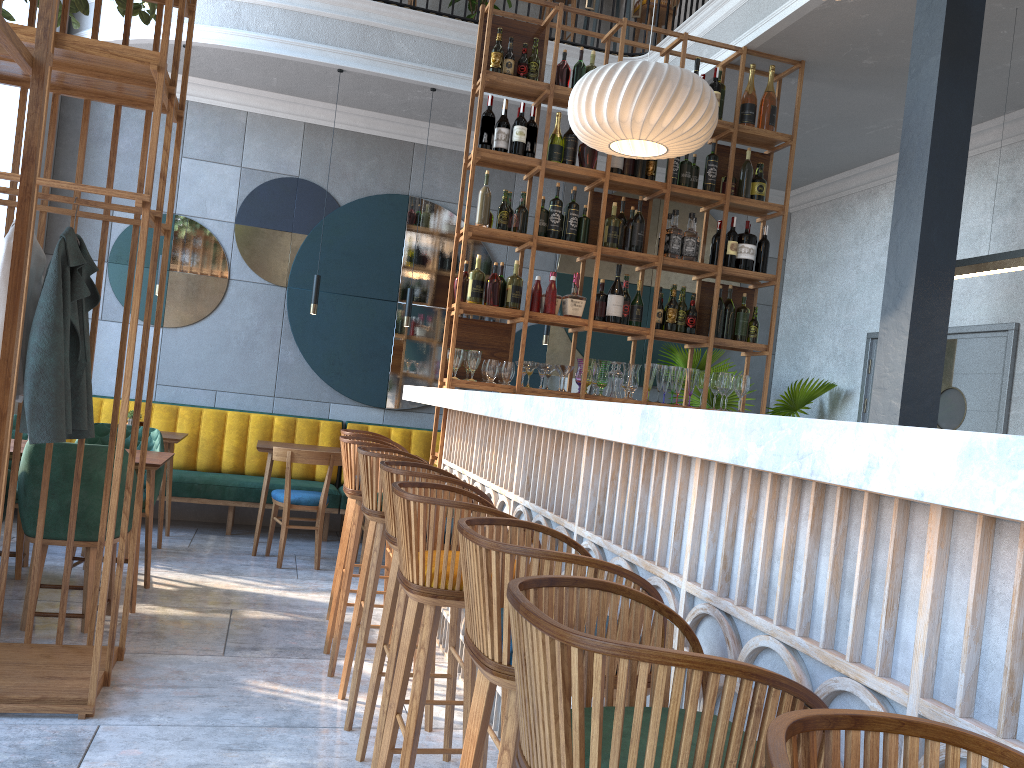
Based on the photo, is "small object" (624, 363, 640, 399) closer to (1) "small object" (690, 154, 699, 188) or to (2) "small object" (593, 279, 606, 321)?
(2) "small object" (593, 279, 606, 321)

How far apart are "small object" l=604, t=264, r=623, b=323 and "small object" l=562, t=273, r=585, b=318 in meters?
0.2

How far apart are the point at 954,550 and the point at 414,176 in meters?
6.8

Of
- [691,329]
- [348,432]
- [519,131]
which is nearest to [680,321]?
[691,329]

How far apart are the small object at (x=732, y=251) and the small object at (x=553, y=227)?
1.1m

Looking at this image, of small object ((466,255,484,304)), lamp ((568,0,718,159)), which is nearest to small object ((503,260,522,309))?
small object ((466,255,484,304))

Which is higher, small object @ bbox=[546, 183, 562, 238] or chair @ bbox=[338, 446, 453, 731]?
small object @ bbox=[546, 183, 562, 238]

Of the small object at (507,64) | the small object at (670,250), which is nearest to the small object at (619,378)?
the small object at (670,250)

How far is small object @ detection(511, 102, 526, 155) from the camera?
5.0m

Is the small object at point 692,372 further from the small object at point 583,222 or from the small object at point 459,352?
the small object at point 459,352
